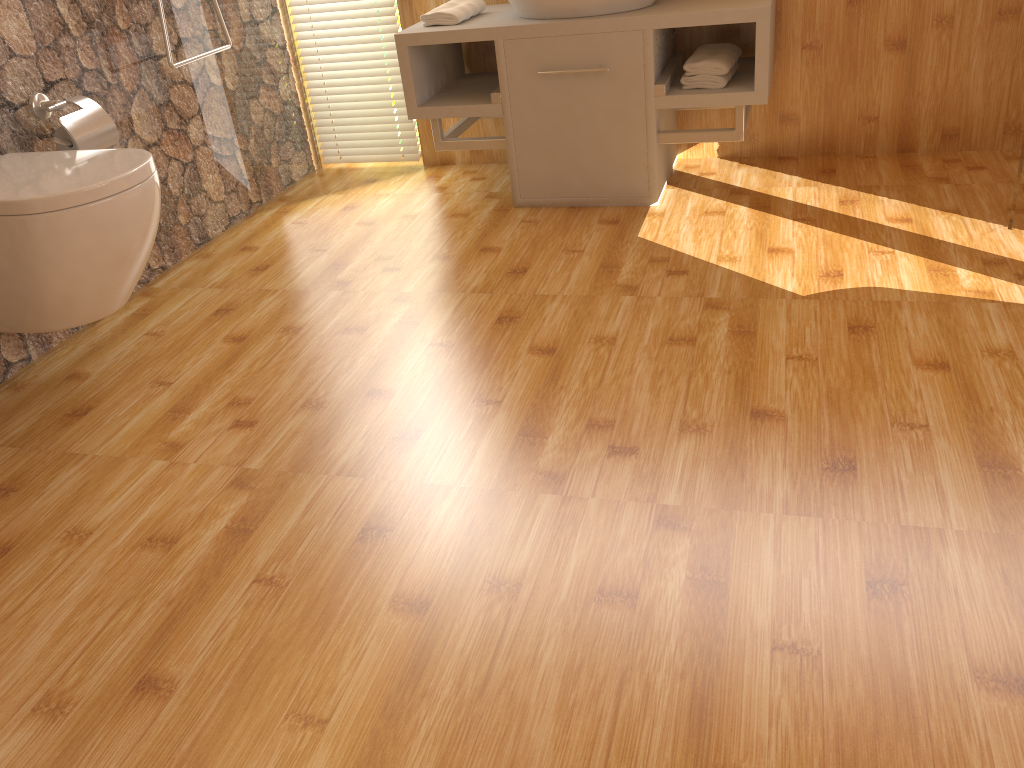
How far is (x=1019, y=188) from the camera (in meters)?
2.25

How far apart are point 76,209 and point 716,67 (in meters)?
1.80

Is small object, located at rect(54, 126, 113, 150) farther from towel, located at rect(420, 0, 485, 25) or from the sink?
the sink

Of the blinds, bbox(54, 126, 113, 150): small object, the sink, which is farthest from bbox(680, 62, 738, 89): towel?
bbox(54, 126, 113, 150): small object

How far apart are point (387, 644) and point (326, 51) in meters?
2.7 m

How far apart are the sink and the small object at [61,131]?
1.35m

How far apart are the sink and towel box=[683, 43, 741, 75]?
0.21m

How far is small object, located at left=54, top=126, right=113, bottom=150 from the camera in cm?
224

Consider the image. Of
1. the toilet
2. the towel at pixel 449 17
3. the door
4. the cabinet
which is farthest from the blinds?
the door

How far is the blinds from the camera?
3.31m
